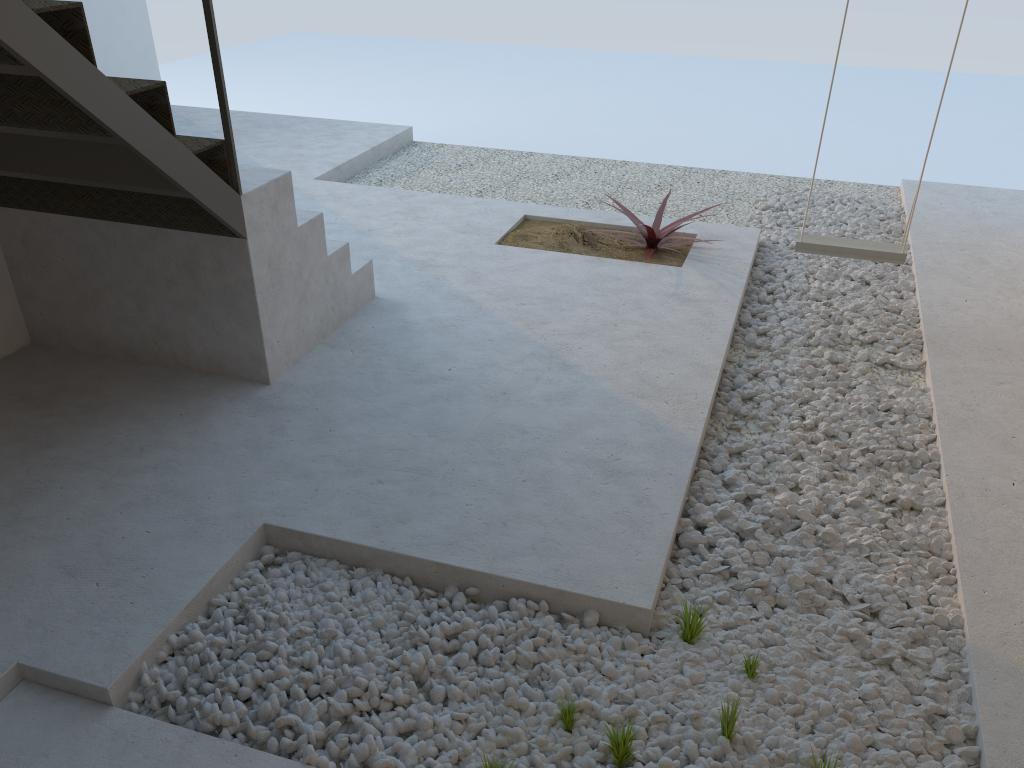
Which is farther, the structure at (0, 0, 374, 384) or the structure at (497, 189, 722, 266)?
the structure at (497, 189, 722, 266)

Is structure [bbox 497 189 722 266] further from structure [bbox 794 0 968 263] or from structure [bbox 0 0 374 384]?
structure [bbox 0 0 374 384]

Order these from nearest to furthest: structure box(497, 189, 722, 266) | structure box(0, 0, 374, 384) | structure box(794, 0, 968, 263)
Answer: structure box(0, 0, 374, 384) → structure box(794, 0, 968, 263) → structure box(497, 189, 722, 266)

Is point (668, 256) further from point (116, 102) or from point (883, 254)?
point (116, 102)

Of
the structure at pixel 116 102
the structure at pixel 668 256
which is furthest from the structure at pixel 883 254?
the structure at pixel 116 102

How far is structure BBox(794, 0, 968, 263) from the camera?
3.9 meters

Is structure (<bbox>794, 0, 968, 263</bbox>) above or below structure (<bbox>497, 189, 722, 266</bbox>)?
above

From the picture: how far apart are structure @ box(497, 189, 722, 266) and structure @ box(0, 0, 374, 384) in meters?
1.1

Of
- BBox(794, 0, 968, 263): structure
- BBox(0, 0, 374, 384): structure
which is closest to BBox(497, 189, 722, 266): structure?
BBox(794, 0, 968, 263): structure

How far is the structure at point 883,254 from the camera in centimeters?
387cm
